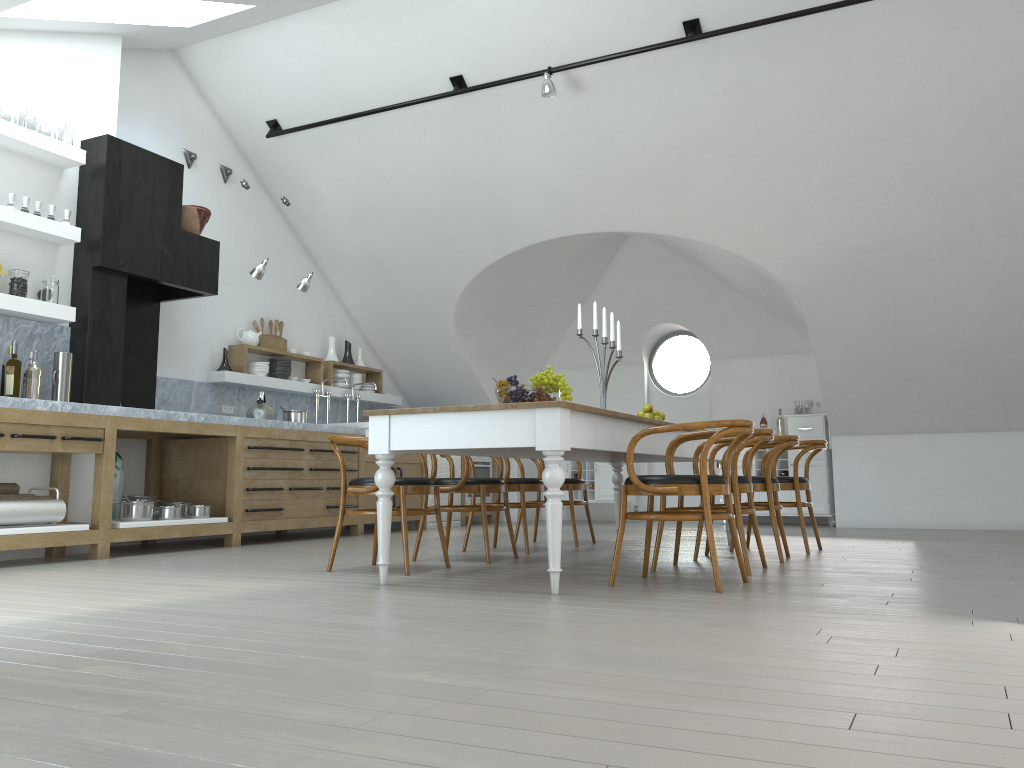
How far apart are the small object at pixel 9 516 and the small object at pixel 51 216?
1.86m

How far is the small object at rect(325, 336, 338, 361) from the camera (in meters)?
9.05

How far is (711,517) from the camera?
3.8 meters

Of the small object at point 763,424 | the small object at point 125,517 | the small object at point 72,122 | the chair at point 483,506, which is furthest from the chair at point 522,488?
the small object at point 72,122

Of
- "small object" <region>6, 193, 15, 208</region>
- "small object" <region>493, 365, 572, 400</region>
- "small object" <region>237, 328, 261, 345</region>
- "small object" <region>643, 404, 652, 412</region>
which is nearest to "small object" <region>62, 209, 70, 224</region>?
"small object" <region>6, 193, 15, 208</region>

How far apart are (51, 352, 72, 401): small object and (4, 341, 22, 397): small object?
0.4 meters

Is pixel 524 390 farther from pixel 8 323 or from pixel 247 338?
pixel 247 338

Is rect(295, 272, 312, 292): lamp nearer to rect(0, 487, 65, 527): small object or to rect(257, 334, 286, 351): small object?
rect(257, 334, 286, 351): small object

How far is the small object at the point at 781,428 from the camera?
9.60m

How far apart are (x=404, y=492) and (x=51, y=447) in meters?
2.3 m
